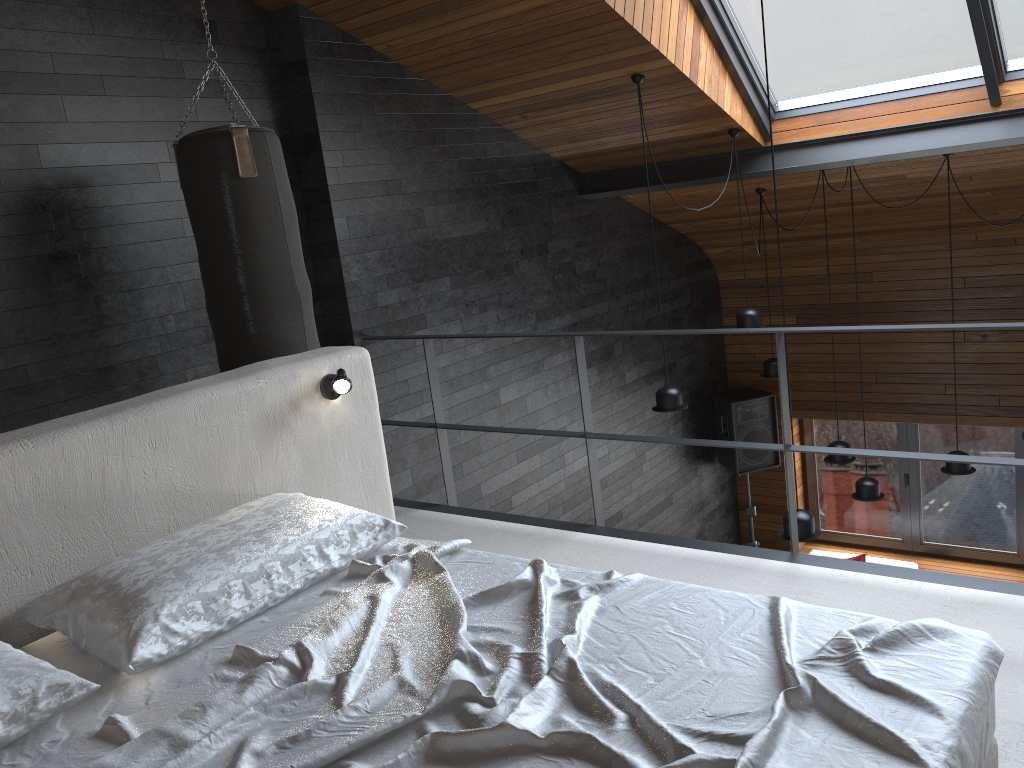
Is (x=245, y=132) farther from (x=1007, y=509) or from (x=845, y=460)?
(x=1007, y=509)

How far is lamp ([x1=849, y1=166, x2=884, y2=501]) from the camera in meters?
5.8 m

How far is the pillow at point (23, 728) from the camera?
1.7m

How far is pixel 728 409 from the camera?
7.9m

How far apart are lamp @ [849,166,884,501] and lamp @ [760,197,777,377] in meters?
1.1

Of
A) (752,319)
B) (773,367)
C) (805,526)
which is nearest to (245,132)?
(805,526)

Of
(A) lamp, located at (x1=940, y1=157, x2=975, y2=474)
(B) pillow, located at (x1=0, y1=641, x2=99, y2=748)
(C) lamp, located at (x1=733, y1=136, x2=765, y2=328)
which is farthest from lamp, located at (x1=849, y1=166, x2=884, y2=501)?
(B) pillow, located at (x1=0, y1=641, x2=99, y2=748)

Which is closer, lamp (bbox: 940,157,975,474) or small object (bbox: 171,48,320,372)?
small object (bbox: 171,48,320,372)

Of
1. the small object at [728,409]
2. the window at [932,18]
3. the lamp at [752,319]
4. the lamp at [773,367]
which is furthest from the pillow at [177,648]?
the small object at [728,409]

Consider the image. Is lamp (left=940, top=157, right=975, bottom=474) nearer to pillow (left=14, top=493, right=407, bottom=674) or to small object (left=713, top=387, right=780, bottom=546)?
small object (left=713, top=387, right=780, bottom=546)
